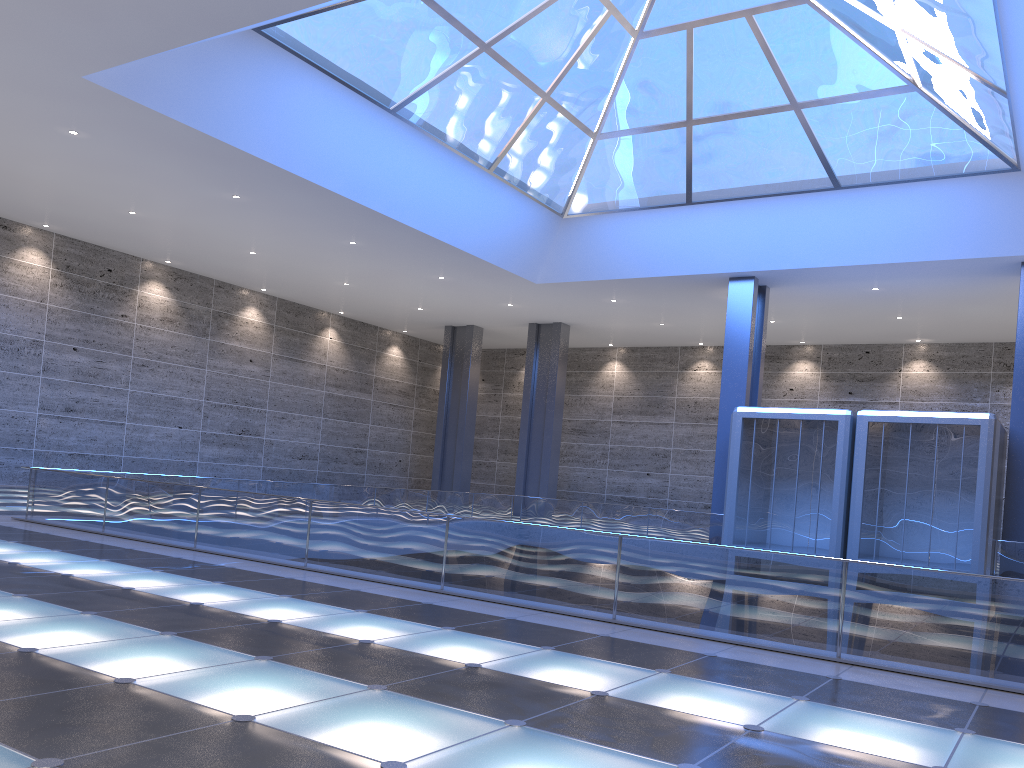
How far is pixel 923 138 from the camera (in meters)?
23.91

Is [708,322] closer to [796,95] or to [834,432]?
[834,432]
